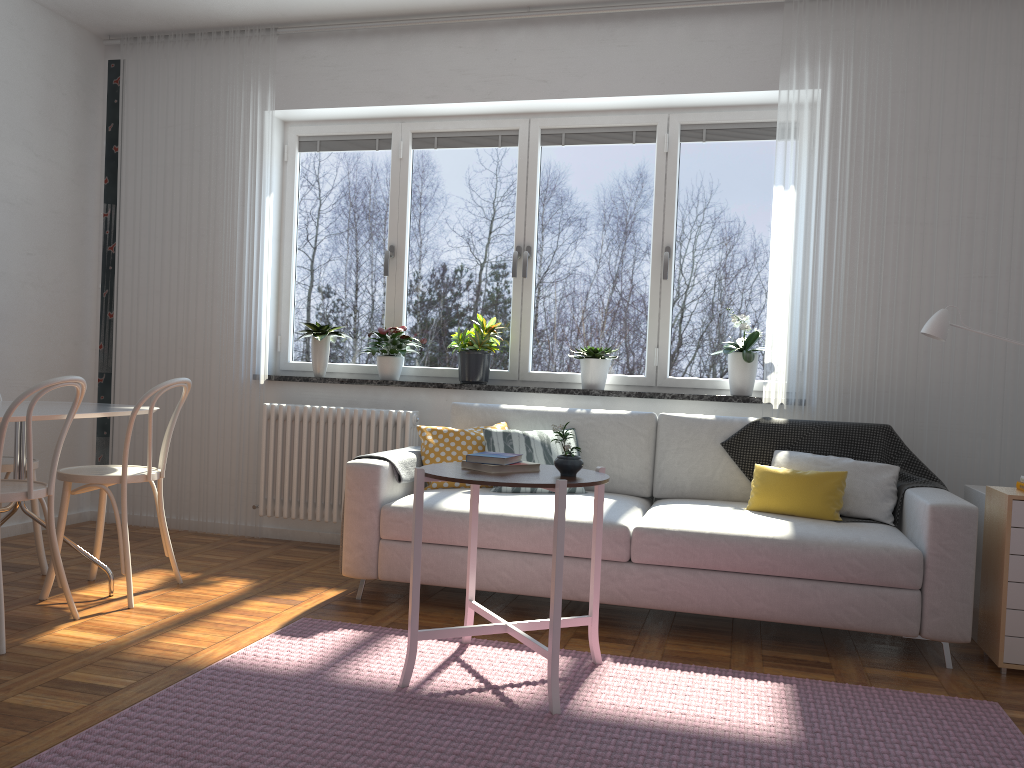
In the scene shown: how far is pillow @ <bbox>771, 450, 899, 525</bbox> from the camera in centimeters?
359cm

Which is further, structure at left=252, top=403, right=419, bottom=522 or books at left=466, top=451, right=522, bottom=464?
structure at left=252, top=403, right=419, bottom=522

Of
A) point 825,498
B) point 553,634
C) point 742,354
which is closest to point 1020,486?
point 825,498

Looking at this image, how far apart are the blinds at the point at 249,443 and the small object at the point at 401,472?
1.25m

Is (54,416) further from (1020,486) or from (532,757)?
(1020,486)

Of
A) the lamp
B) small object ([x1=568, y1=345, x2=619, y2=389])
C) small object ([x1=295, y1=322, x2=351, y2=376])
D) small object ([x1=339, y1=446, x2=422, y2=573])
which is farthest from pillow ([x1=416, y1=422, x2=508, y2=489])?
the lamp

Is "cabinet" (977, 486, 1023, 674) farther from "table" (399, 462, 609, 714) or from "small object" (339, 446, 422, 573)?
"small object" (339, 446, 422, 573)

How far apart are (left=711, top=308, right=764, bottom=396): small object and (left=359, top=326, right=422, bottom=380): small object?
1.73m

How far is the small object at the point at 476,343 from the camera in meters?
4.7

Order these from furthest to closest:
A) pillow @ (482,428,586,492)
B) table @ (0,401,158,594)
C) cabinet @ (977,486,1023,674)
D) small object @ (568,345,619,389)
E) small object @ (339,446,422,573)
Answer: small object @ (568,345,619,389), pillow @ (482,428,586,492), small object @ (339,446,422,573), table @ (0,401,158,594), cabinet @ (977,486,1023,674)
